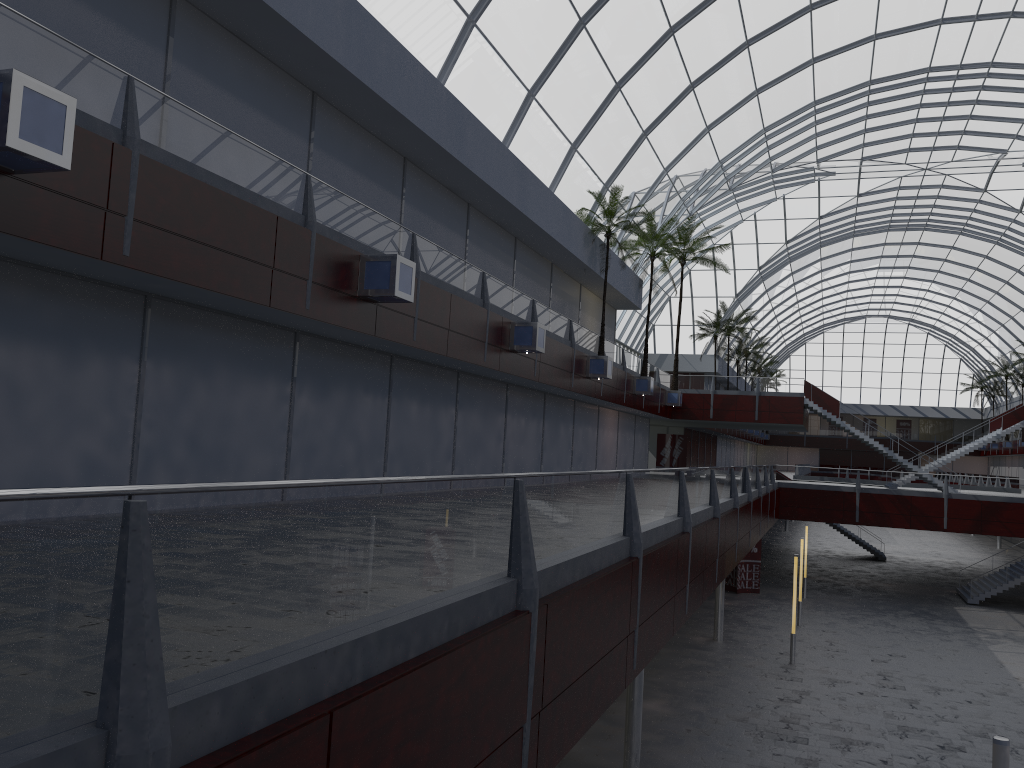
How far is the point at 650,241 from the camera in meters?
42.0 m
